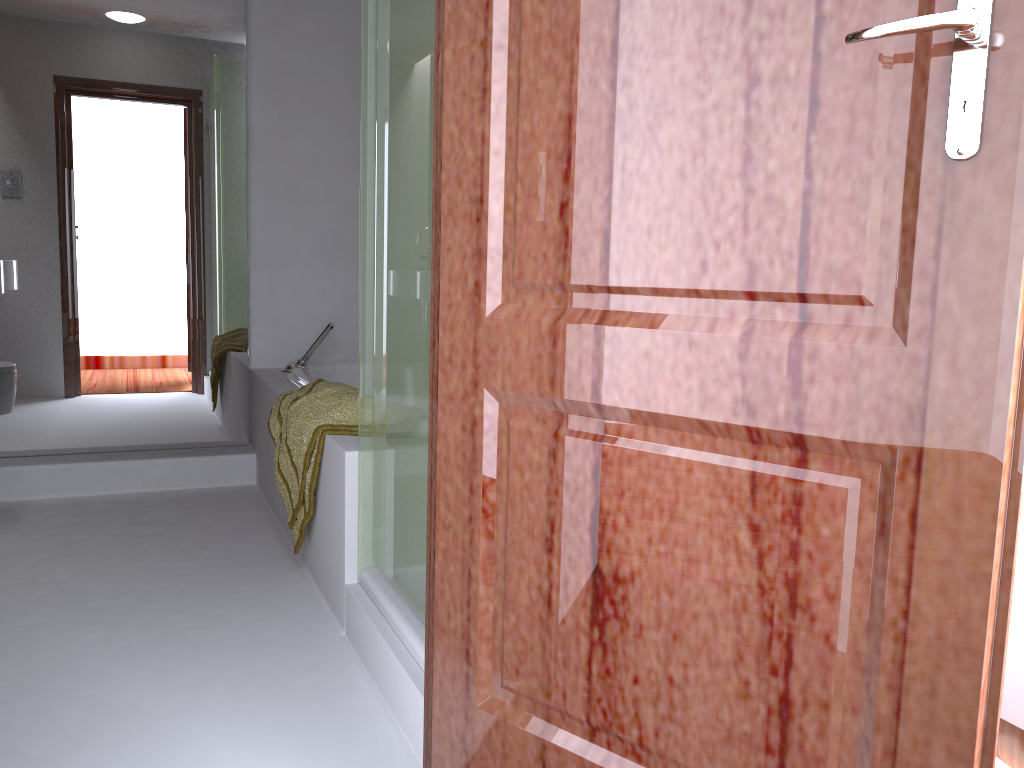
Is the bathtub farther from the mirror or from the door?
the door

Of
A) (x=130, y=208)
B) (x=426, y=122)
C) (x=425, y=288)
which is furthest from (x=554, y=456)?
(x=130, y=208)

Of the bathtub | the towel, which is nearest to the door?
the towel

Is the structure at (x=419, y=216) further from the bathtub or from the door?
the bathtub

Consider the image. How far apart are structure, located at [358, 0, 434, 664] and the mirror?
1.77m

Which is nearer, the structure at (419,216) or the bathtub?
the structure at (419,216)

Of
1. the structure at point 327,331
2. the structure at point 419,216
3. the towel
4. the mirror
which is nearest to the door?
the structure at point 419,216

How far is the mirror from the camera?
3.3m

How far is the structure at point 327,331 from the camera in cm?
356

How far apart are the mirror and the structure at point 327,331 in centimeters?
20cm
